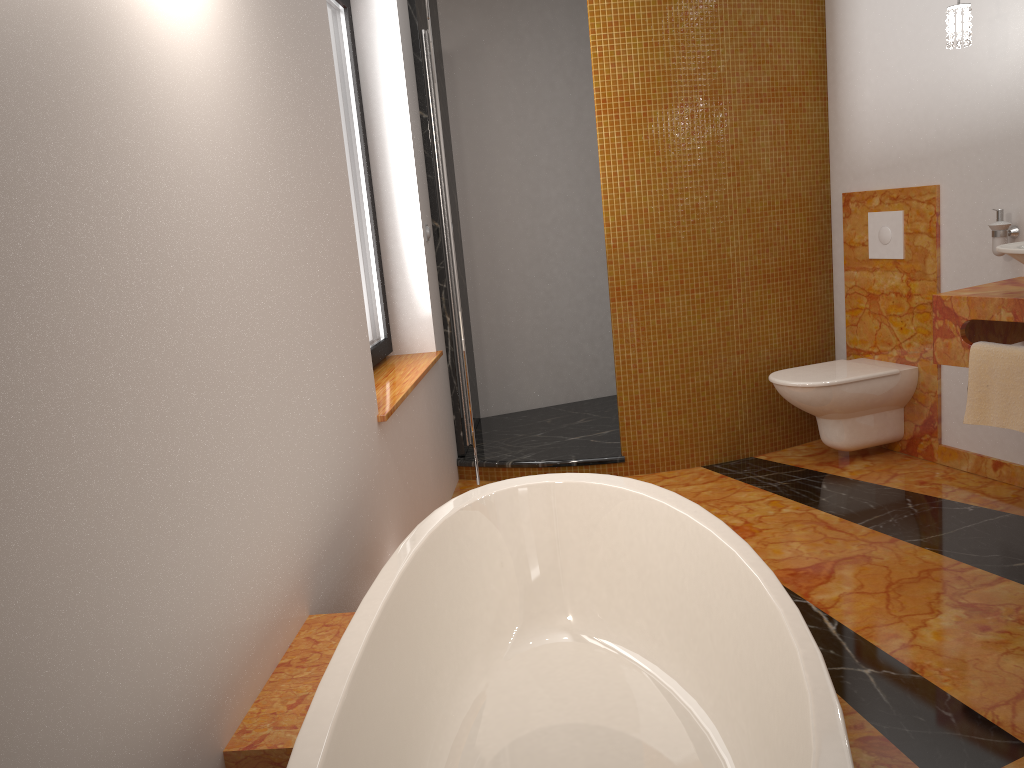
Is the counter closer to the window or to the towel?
the towel

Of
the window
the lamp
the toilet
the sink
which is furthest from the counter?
the window

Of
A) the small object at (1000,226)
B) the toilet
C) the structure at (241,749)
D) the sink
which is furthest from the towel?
the structure at (241,749)

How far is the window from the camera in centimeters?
332cm

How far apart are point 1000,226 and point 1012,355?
0.68m

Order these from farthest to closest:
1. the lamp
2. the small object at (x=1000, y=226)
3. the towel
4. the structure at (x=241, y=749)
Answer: the small object at (x=1000, y=226) < the lamp < the towel < the structure at (x=241, y=749)

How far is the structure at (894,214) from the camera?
3.7m

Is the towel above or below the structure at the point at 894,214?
below

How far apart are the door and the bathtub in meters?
1.5

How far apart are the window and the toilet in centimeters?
165cm
